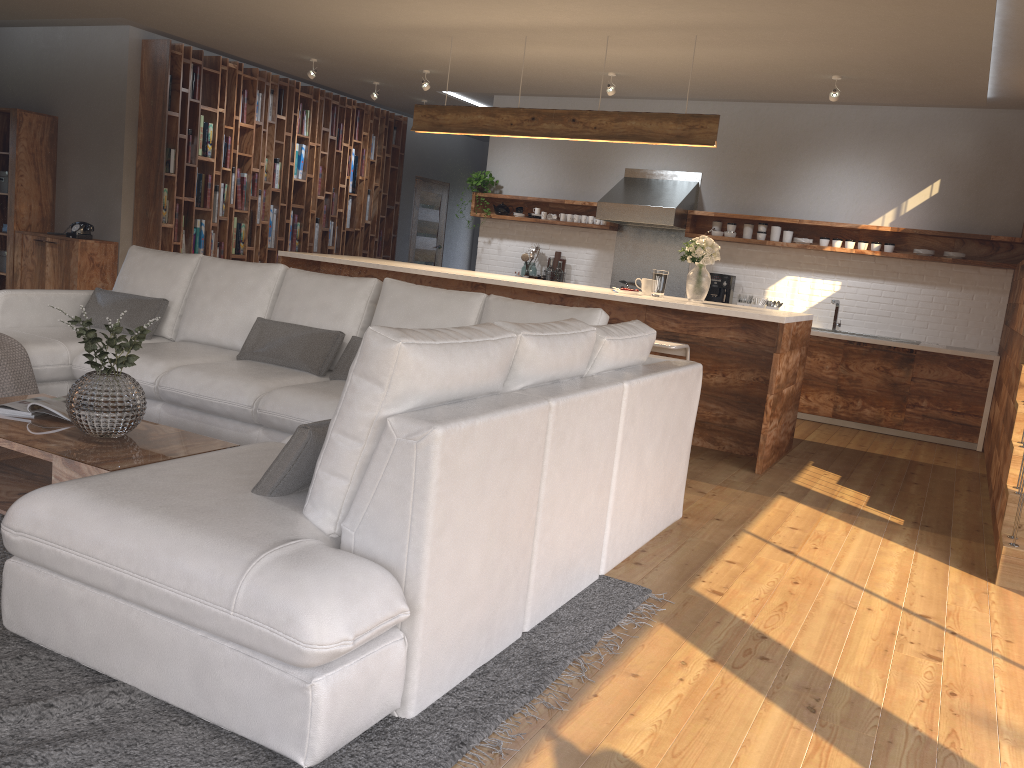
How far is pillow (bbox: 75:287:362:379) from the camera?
4.51m

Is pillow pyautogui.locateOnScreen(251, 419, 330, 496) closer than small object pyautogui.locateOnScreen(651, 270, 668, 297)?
Yes

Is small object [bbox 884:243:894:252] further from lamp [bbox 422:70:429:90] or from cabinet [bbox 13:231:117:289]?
cabinet [bbox 13:231:117:289]

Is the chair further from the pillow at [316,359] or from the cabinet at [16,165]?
the cabinet at [16,165]

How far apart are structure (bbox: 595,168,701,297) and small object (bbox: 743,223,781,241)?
0.59m

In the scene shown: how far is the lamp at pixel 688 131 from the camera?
6.0 meters

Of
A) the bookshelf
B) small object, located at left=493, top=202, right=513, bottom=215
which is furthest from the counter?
the bookshelf

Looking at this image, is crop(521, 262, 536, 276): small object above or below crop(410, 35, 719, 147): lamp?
below

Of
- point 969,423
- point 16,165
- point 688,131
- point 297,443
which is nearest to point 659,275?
point 688,131

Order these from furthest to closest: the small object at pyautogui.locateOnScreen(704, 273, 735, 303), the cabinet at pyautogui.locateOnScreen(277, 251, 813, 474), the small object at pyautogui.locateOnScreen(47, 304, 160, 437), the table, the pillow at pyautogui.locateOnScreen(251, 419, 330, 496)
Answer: the small object at pyautogui.locateOnScreen(704, 273, 735, 303), the cabinet at pyautogui.locateOnScreen(277, 251, 813, 474), the small object at pyautogui.locateOnScreen(47, 304, 160, 437), the table, the pillow at pyautogui.locateOnScreen(251, 419, 330, 496)
